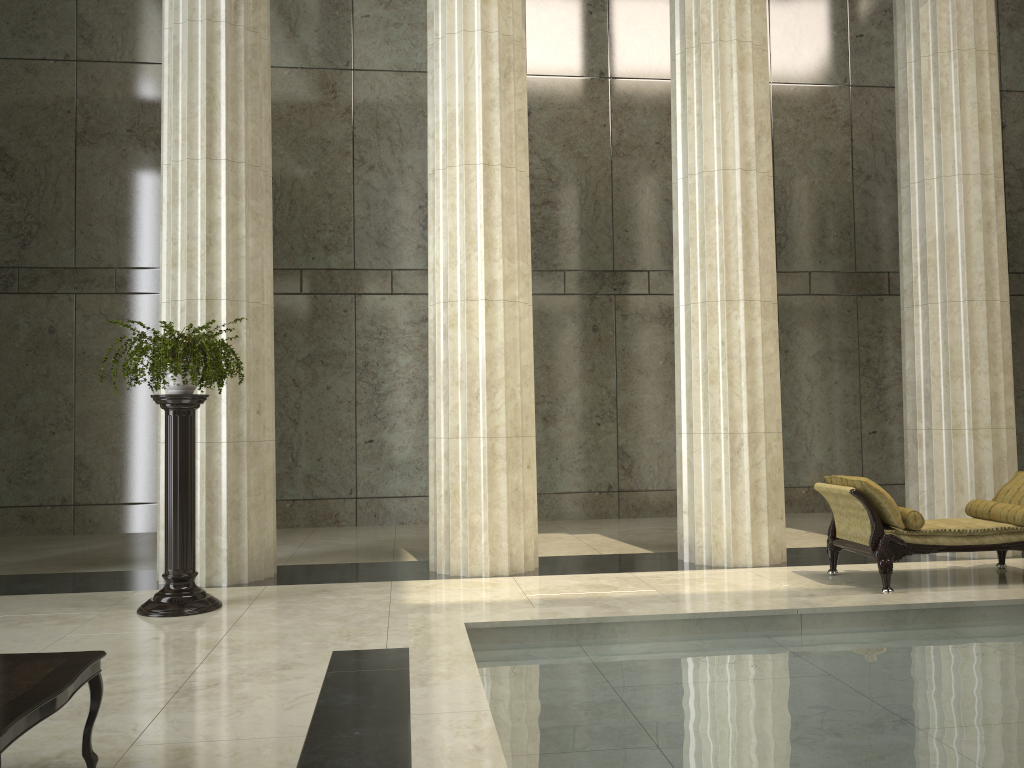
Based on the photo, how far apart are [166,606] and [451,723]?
4.3 meters

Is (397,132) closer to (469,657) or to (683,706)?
(469,657)

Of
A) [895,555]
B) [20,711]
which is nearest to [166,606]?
[20,711]

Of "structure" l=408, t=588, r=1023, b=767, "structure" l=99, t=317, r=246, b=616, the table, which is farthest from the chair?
the table

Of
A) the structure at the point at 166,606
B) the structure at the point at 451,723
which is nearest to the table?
the structure at the point at 451,723

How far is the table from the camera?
3.06m

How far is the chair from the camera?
7.4m

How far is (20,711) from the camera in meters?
3.1

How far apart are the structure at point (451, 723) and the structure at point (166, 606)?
2.6 meters

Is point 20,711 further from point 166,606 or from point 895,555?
point 895,555
